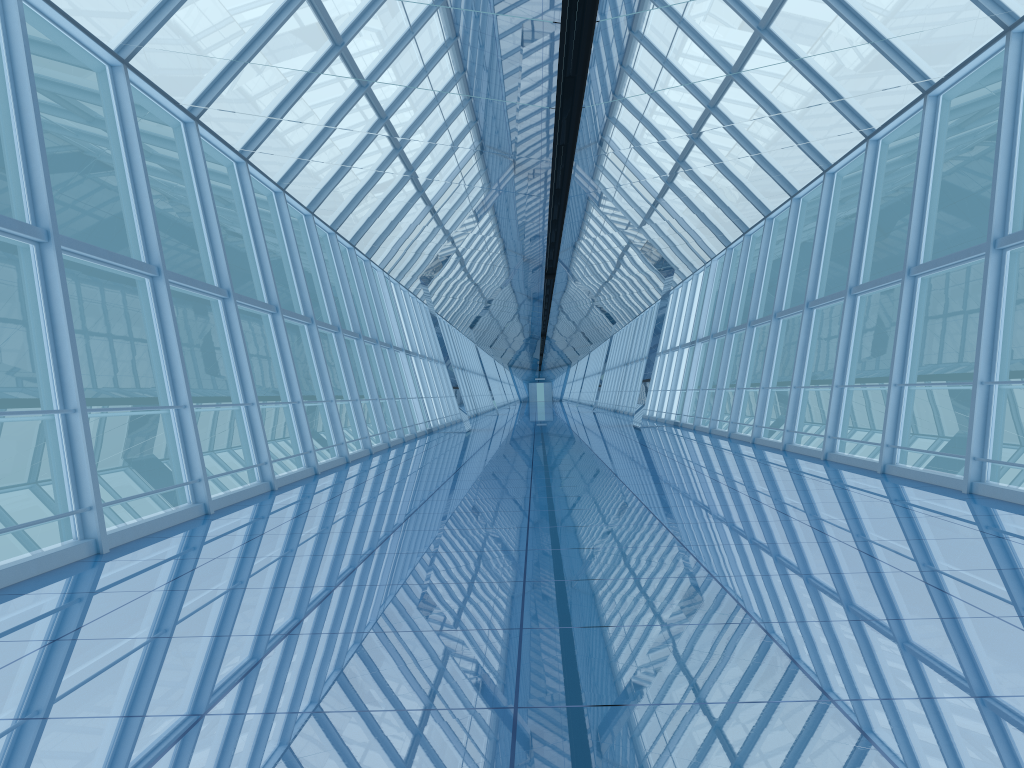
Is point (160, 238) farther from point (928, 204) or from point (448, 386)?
point (928, 204)

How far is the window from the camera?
8.15m

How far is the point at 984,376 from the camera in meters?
8.1

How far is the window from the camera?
8.1m
